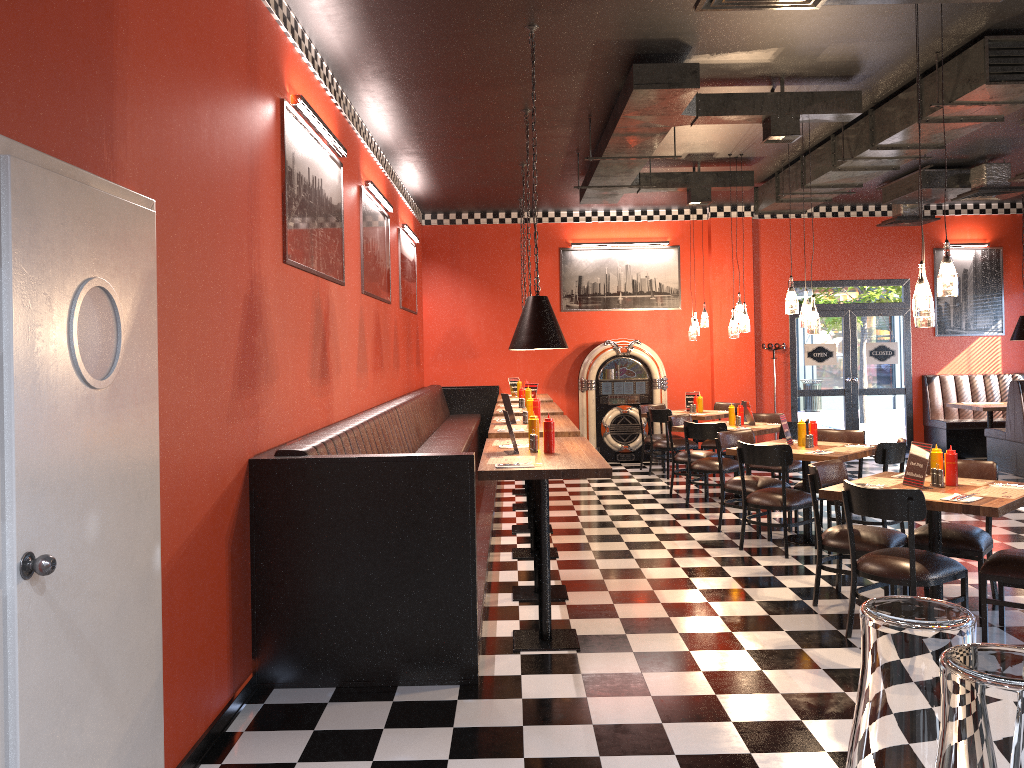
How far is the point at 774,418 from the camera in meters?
9.9 m

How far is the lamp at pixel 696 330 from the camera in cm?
1142

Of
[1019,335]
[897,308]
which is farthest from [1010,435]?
[897,308]

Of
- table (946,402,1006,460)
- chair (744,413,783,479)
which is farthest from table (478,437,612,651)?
table (946,402,1006,460)

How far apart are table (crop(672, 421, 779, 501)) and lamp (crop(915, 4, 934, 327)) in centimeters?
379cm

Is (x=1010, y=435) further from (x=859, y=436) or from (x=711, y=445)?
(x=859, y=436)

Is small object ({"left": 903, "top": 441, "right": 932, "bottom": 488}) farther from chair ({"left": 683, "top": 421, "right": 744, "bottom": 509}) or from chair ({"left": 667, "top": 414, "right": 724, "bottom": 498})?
chair ({"left": 667, "top": 414, "right": 724, "bottom": 498})

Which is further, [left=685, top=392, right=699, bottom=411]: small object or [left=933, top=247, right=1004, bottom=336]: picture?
[left=933, top=247, right=1004, bottom=336]: picture

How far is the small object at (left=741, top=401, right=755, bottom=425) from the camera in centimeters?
950cm

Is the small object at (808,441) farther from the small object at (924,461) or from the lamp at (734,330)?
the lamp at (734,330)
